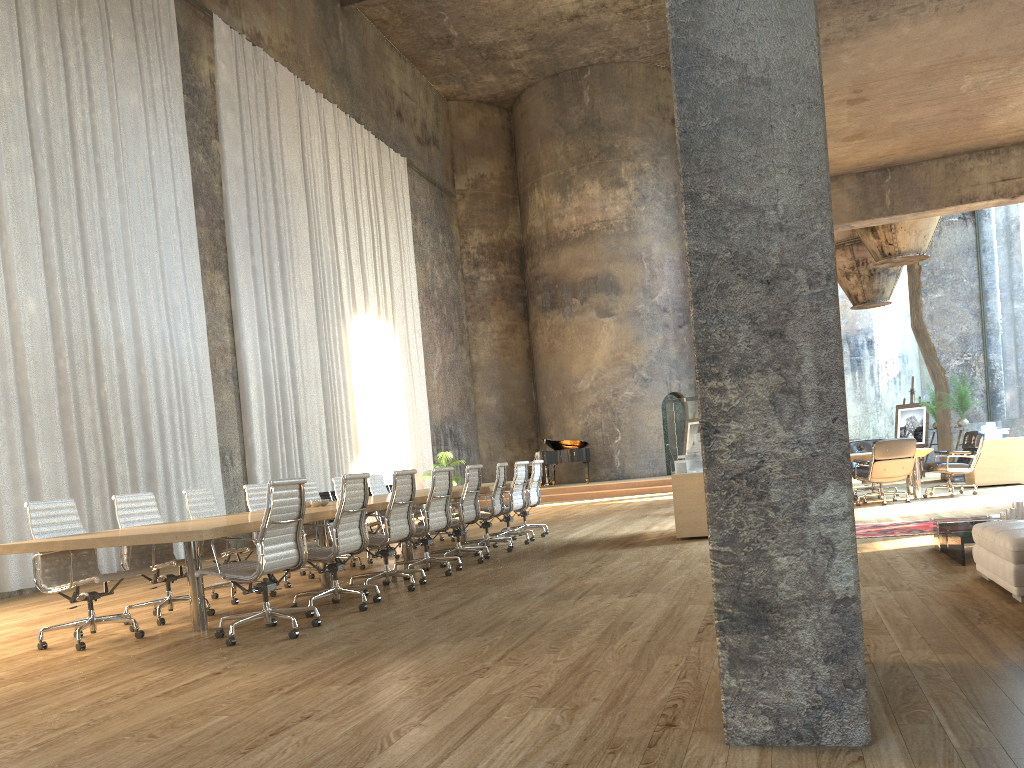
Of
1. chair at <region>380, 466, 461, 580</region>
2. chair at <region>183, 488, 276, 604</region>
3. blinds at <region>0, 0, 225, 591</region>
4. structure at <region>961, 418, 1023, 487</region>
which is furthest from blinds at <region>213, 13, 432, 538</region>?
structure at <region>961, 418, 1023, 487</region>

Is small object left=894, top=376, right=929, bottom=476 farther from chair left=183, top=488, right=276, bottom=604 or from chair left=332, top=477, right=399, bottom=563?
chair left=183, top=488, right=276, bottom=604

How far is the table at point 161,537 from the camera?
5.21m

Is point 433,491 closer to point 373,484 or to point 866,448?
point 373,484

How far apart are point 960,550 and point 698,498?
3.5 meters

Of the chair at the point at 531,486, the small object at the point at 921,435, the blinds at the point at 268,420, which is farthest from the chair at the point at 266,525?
the small object at the point at 921,435

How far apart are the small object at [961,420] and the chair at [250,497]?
11.47m

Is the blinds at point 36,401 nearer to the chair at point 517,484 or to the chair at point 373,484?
the chair at point 373,484

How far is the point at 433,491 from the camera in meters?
8.1

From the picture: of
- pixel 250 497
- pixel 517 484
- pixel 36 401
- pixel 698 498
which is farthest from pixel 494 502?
pixel 36 401
